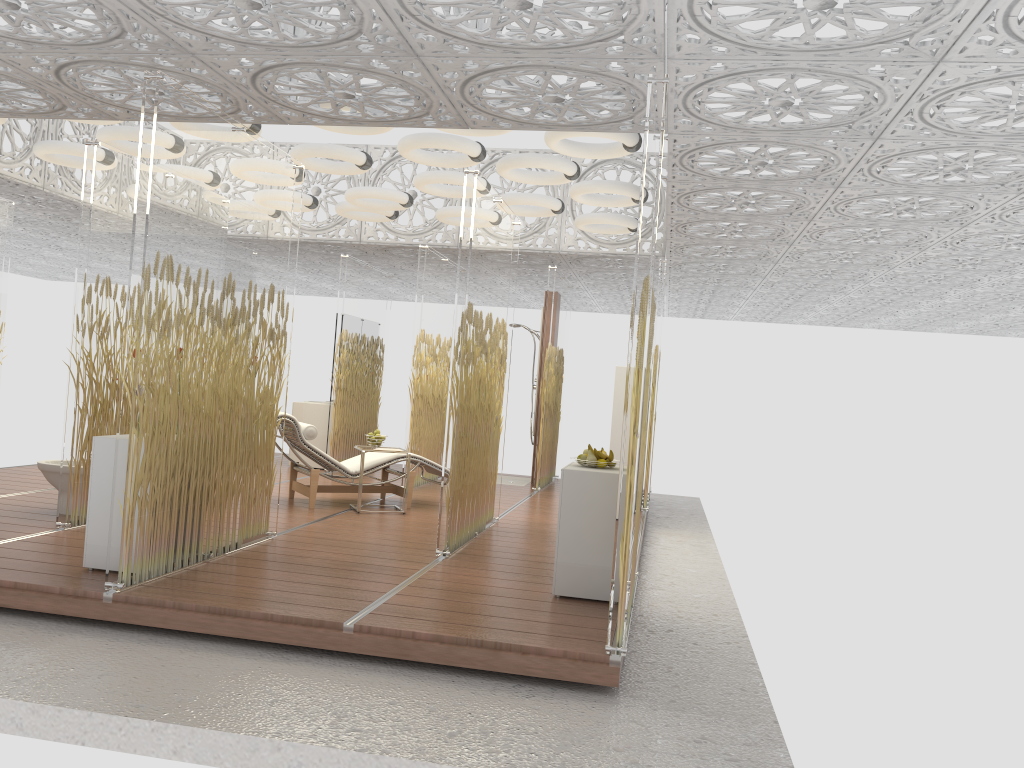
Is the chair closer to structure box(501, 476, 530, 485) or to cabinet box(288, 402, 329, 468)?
cabinet box(288, 402, 329, 468)

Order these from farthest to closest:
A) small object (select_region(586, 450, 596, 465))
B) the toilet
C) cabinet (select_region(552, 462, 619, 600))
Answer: the toilet, small object (select_region(586, 450, 596, 465)), cabinet (select_region(552, 462, 619, 600))

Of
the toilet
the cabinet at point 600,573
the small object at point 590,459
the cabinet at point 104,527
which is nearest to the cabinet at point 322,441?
the toilet

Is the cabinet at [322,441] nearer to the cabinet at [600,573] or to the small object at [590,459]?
the cabinet at [600,573]

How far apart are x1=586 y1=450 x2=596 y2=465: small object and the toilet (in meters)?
3.94

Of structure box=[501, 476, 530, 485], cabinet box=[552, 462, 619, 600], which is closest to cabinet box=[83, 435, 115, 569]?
cabinet box=[552, 462, 619, 600]

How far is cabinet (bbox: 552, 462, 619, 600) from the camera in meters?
4.9

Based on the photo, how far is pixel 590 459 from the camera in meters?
5.2 m

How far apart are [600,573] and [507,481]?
6.4 meters

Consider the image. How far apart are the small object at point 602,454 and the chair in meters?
3.2
